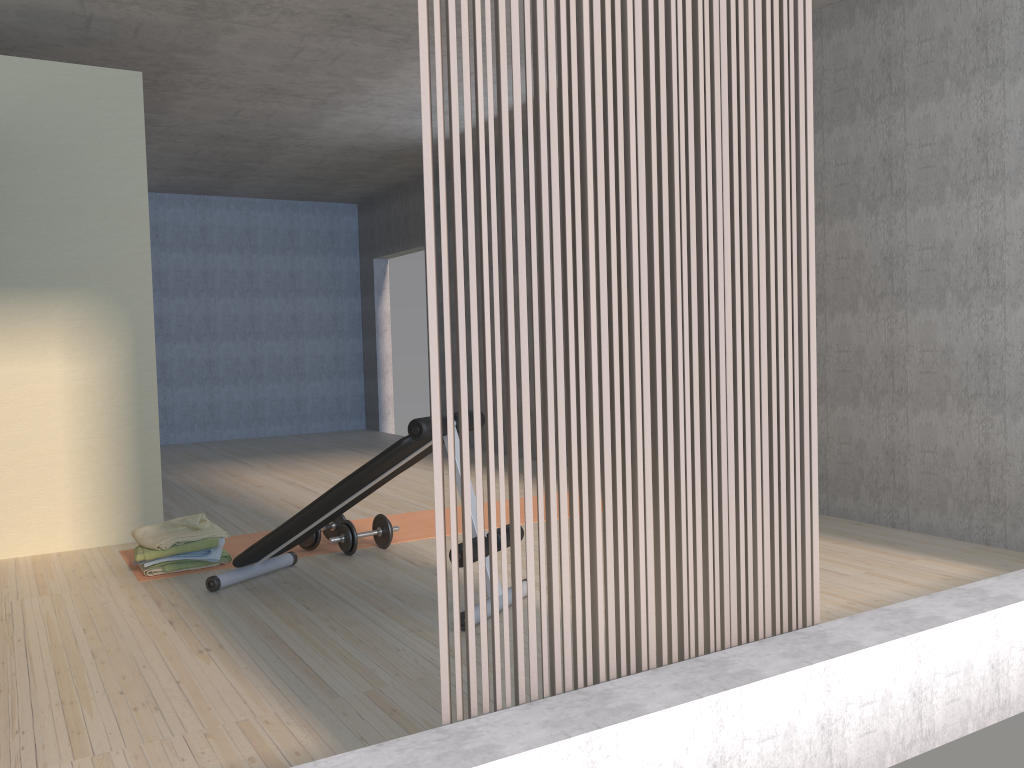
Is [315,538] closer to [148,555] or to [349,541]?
[349,541]

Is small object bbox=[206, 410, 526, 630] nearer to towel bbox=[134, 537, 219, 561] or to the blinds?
towel bbox=[134, 537, 219, 561]

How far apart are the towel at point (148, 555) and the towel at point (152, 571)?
0.1m

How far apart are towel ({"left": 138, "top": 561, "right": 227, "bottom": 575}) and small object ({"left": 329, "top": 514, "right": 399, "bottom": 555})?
0.8 meters

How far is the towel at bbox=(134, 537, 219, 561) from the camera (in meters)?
3.99

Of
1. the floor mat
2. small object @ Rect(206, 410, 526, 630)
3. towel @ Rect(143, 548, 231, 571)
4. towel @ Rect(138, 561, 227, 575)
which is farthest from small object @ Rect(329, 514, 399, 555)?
towel @ Rect(138, 561, 227, 575)

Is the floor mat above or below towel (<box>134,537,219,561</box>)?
below

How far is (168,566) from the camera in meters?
4.1 m

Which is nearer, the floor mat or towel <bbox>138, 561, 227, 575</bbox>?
towel <bbox>138, 561, 227, 575</bbox>

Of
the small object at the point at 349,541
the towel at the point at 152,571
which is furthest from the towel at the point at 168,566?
the small object at the point at 349,541
